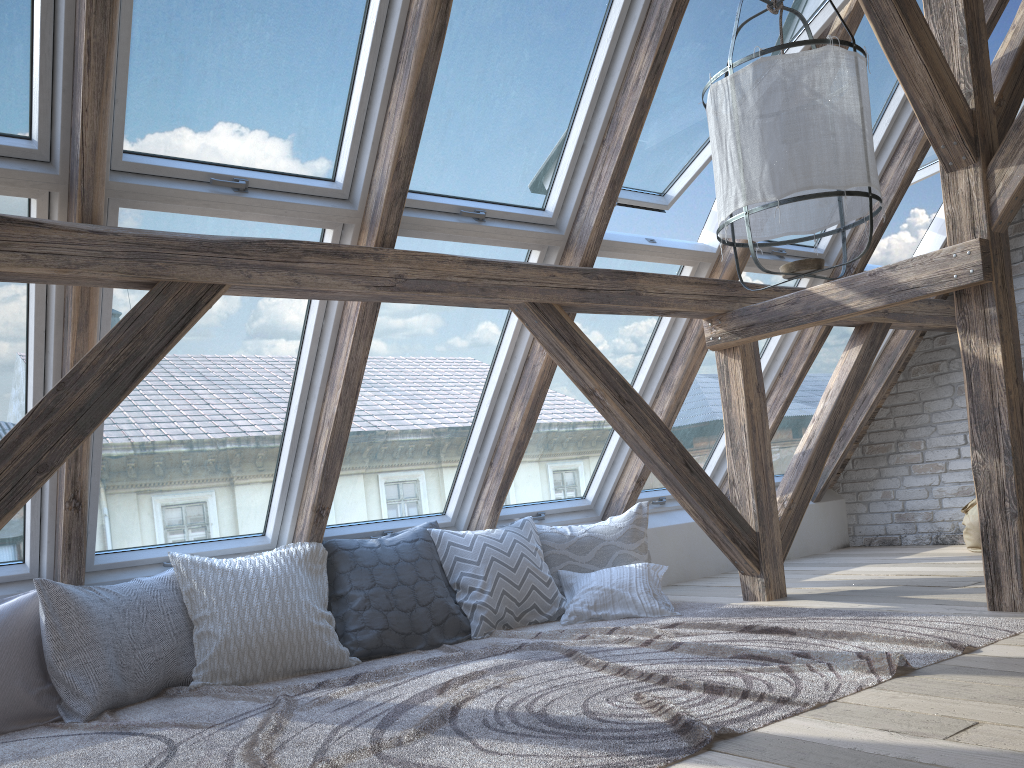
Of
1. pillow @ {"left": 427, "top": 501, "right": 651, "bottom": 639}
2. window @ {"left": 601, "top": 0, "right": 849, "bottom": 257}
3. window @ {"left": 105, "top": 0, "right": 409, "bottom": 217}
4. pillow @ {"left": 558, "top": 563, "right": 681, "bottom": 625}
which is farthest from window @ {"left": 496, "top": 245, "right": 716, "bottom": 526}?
window @ {"left": 105, "top": 0, "right": 409, "bottom": 217}

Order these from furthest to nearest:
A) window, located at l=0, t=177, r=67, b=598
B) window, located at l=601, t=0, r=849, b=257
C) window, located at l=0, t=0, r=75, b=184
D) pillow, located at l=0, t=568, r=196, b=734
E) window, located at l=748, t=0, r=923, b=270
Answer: window, located at l=748, t=0, r=923, b=270, window, located at l=601, t=0, r=849, b=257, pillow, located at l=0, t=568, r=196, b=734, window, located at l=0, t=177, r=67, b=598, window, located at l=0, t=0, r=75, b=184

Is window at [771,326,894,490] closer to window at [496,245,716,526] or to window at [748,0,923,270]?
window at [748,0,923,270]

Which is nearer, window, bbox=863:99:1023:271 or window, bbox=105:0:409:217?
window, bbox=105:0:409:217

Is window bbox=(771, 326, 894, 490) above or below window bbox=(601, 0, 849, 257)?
below

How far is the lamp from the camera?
2.1 meters

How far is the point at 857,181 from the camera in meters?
2.1

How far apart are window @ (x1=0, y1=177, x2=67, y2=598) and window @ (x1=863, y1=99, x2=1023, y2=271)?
4.1 meters

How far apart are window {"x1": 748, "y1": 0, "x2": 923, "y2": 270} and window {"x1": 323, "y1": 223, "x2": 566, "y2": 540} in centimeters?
126cm

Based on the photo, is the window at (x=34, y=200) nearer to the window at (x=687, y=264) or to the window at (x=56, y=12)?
the window at (x=56, y=12)
